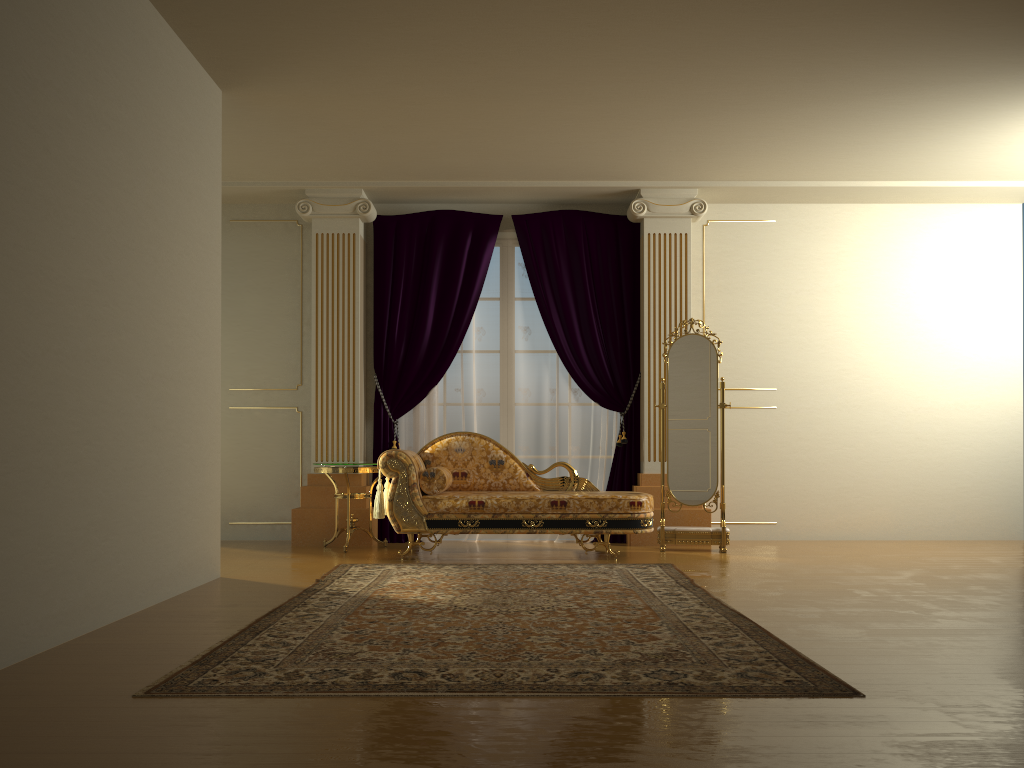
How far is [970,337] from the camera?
7.23m

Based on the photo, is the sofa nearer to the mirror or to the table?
the table

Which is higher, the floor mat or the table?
the table

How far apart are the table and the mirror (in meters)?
2.21

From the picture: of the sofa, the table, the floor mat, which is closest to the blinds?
the table

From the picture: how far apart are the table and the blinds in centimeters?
47cm

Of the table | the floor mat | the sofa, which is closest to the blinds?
the table

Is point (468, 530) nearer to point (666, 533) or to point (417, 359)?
point (666, 533)

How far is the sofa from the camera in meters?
5.8

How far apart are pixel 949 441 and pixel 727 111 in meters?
3.5
